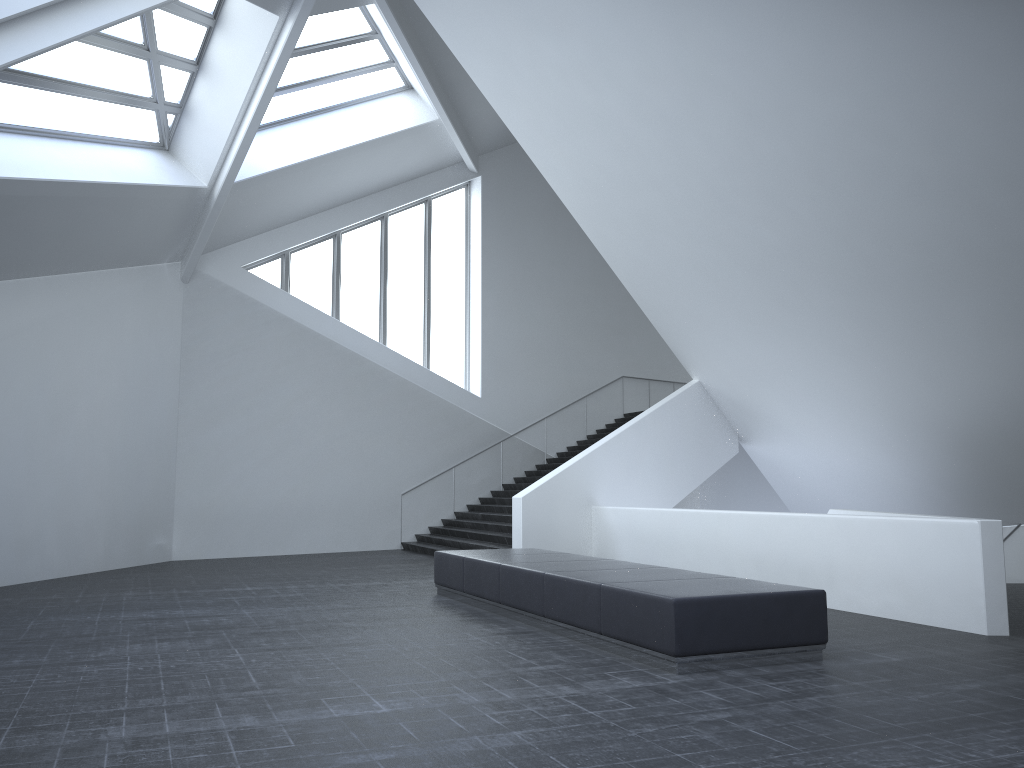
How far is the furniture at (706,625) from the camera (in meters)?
6.81

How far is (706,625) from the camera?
6.81m

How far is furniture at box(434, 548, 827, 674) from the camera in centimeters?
681cm
